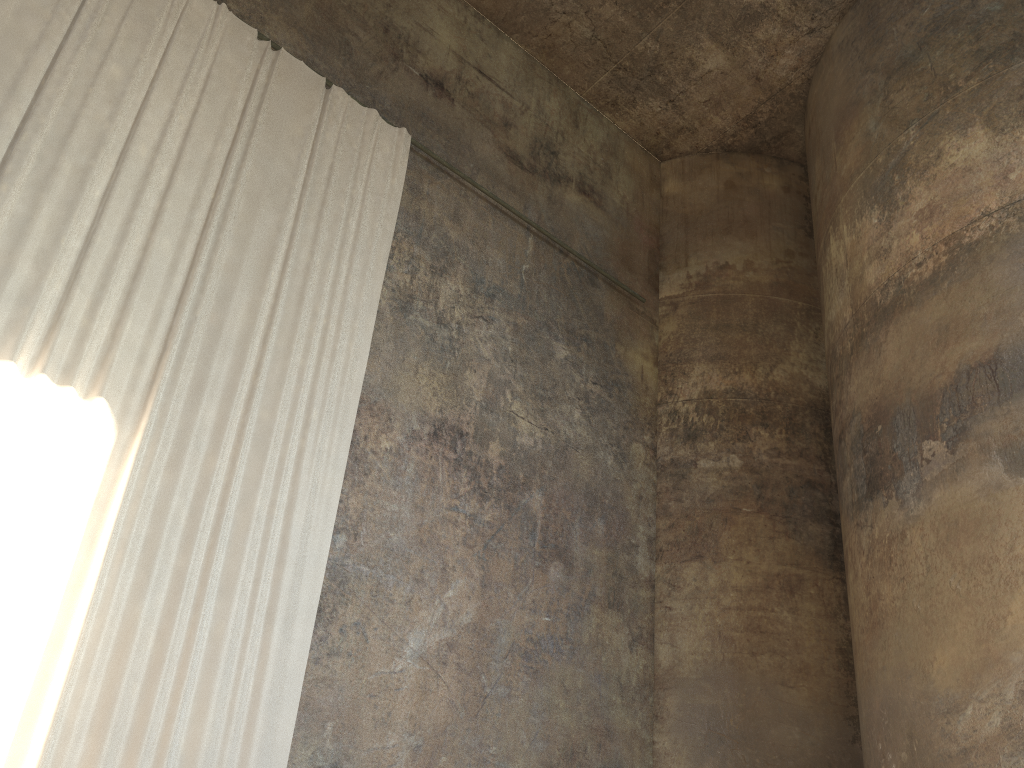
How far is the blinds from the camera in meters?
5.5 m

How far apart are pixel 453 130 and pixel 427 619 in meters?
5.7 m

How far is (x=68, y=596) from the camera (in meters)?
5.54

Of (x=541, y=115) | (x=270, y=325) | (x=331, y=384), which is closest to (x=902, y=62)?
(x=541, y=115)

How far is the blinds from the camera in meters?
5.5
